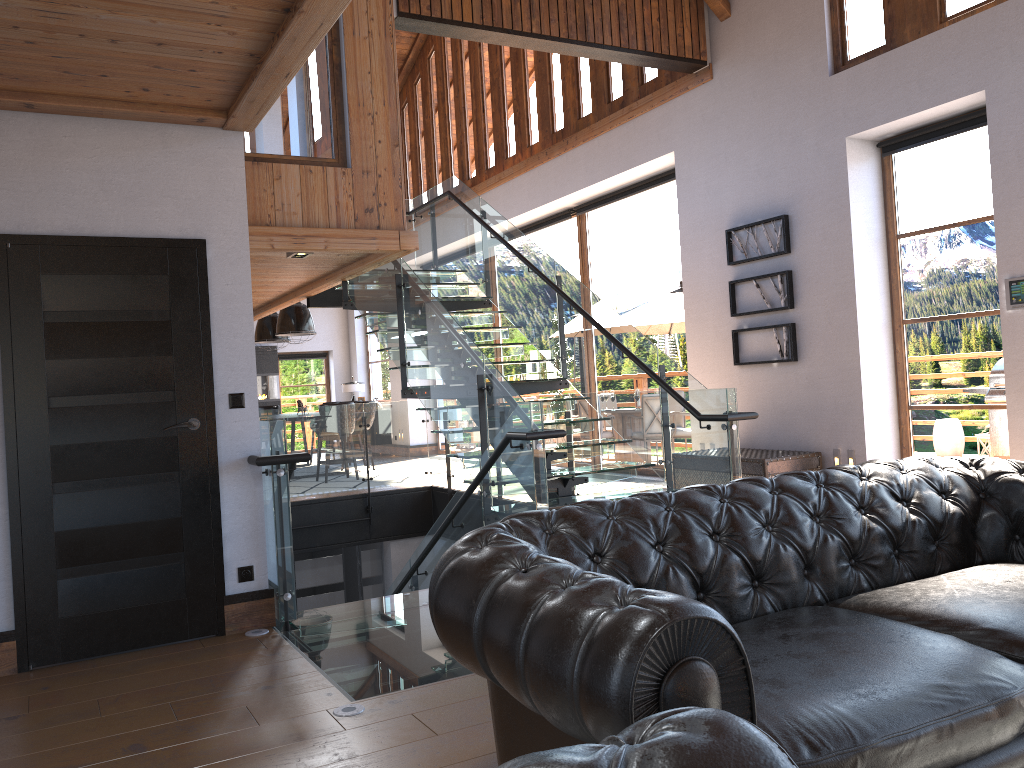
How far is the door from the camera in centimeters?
422cm

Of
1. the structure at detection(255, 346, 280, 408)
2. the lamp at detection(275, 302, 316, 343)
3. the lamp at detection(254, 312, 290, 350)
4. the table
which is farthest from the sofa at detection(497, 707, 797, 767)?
the structure at detection(255, 346, 280, 408)

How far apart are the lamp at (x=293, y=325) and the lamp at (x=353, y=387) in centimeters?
433cm

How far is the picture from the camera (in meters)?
7.82

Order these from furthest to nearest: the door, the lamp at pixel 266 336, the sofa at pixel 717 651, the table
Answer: the lamp at pixel 266 336 → the table → the door → the sofa at pixel 717 651

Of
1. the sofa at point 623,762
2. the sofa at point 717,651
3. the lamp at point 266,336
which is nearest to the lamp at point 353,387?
the lamp at point 266,336

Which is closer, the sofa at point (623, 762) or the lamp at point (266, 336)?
the sofa at point (623, 762)

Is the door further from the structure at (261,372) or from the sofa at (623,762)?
the structure at (261,372)

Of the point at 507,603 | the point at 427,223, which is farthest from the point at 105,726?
the point at 427,223

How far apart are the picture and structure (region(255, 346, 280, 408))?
11.9 meters
